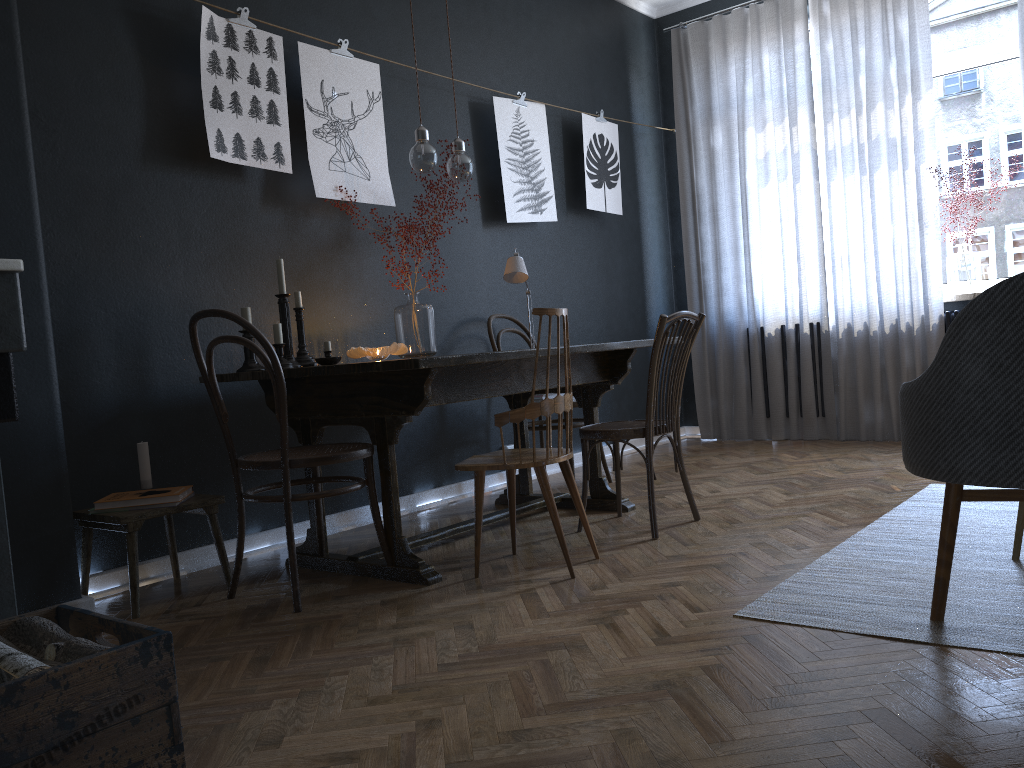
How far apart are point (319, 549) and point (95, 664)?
1.83m

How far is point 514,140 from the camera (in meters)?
4.80

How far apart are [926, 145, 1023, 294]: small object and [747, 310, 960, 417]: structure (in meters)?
0.16

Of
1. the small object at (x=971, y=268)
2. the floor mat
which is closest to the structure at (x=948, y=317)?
the small object at (x=971, y=268)

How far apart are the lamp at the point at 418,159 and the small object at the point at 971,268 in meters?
3.1

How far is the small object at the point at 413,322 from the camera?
3.86m

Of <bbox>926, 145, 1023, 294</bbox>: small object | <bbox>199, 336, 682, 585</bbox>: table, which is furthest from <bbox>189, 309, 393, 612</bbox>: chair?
<bbox>926, 145, 1023, 294</bbox>: small object

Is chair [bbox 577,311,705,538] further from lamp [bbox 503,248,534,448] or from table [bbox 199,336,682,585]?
lamp [bbox 503,248,534,448]

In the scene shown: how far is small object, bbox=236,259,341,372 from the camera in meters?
3.2

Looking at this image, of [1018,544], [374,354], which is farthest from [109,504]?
[1018,544]
